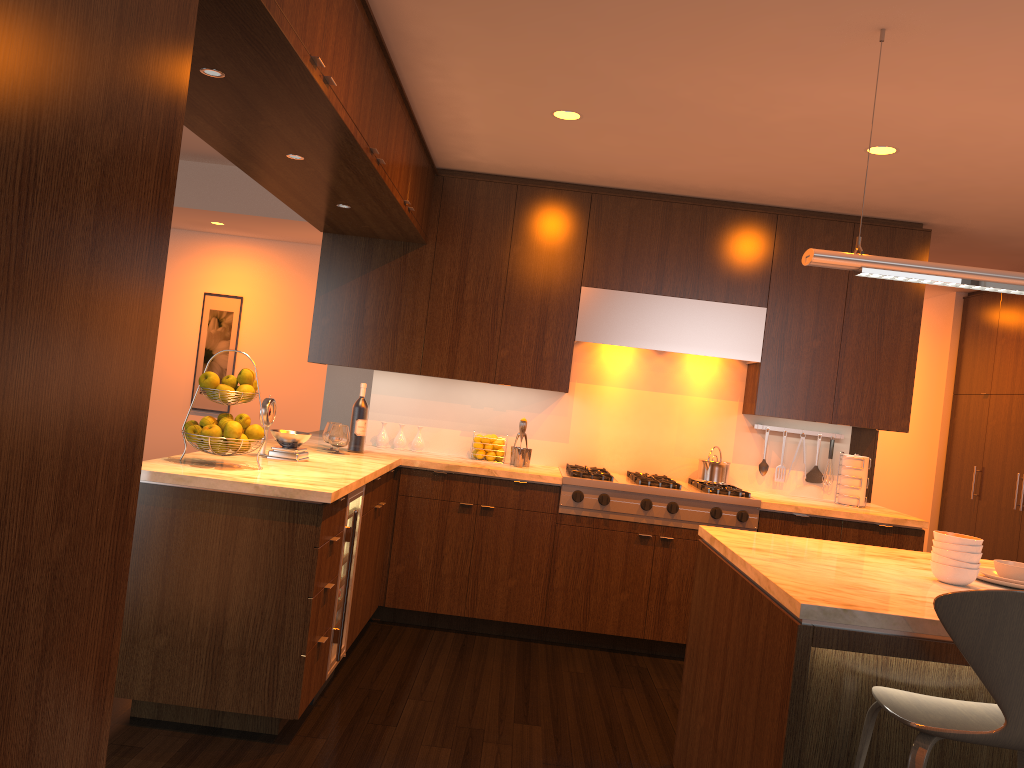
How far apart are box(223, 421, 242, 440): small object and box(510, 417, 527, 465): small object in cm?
202

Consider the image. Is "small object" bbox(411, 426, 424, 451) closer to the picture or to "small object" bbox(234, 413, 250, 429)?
"small object" bbox(234, 413, 250, 429)

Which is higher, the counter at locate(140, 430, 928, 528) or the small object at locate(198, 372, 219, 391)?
the small object at locate(198, 372, 219, 391)

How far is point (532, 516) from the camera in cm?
479

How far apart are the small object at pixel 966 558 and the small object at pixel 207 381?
2.6m

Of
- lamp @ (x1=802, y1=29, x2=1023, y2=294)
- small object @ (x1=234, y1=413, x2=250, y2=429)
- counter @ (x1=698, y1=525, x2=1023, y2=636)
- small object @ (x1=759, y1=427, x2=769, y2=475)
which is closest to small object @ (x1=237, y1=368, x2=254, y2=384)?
small object @ (x1=234, y1=413, x2=250, y2=429)

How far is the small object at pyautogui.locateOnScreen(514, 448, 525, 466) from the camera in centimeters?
508cm

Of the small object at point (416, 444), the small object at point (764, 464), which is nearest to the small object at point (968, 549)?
the small object at point (764, 464)

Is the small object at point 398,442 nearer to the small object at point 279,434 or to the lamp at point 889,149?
the small object at point 279,434

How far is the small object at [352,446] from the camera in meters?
4.8
